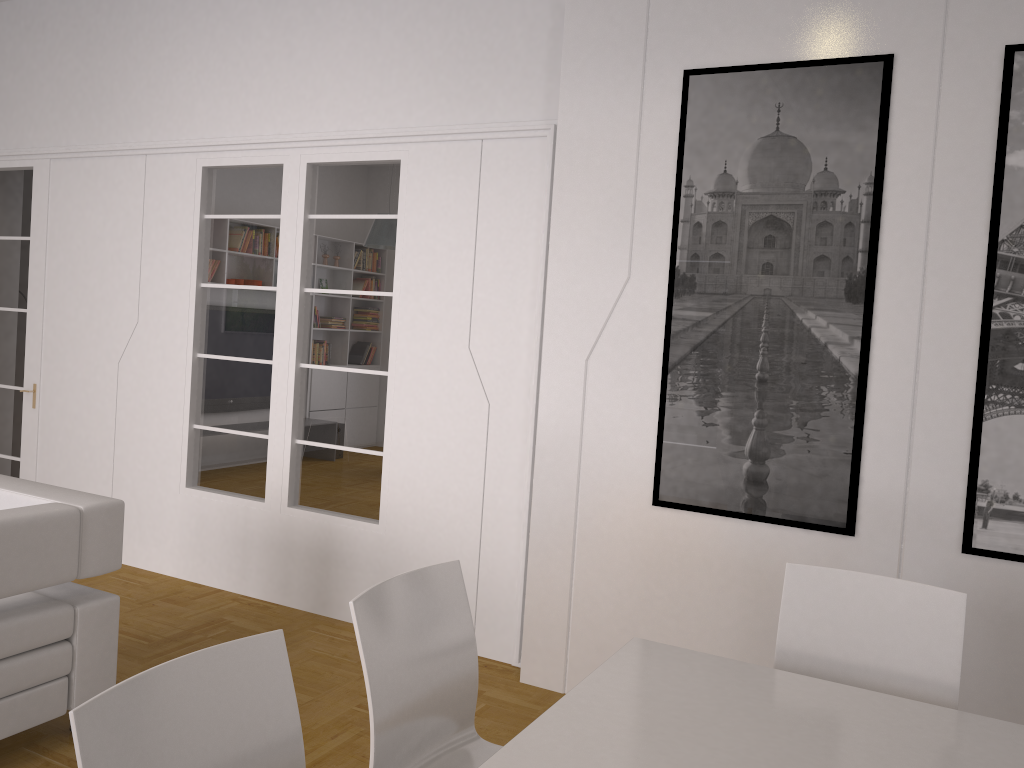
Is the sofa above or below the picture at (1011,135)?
below

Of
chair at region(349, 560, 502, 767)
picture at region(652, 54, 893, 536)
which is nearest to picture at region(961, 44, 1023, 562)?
picture at region(652, 54, 893, 536)

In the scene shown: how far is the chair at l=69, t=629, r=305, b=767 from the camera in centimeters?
144cm

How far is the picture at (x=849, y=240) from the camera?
3.3 meters

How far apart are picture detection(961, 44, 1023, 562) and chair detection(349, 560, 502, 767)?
1.9m

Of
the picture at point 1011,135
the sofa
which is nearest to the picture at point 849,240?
the picture at point 1011,135

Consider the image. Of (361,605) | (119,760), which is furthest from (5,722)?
(119,760)

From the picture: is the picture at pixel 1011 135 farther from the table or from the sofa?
the sofa

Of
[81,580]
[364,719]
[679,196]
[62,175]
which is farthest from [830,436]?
[62,175]

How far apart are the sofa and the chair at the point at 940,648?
2.31m
